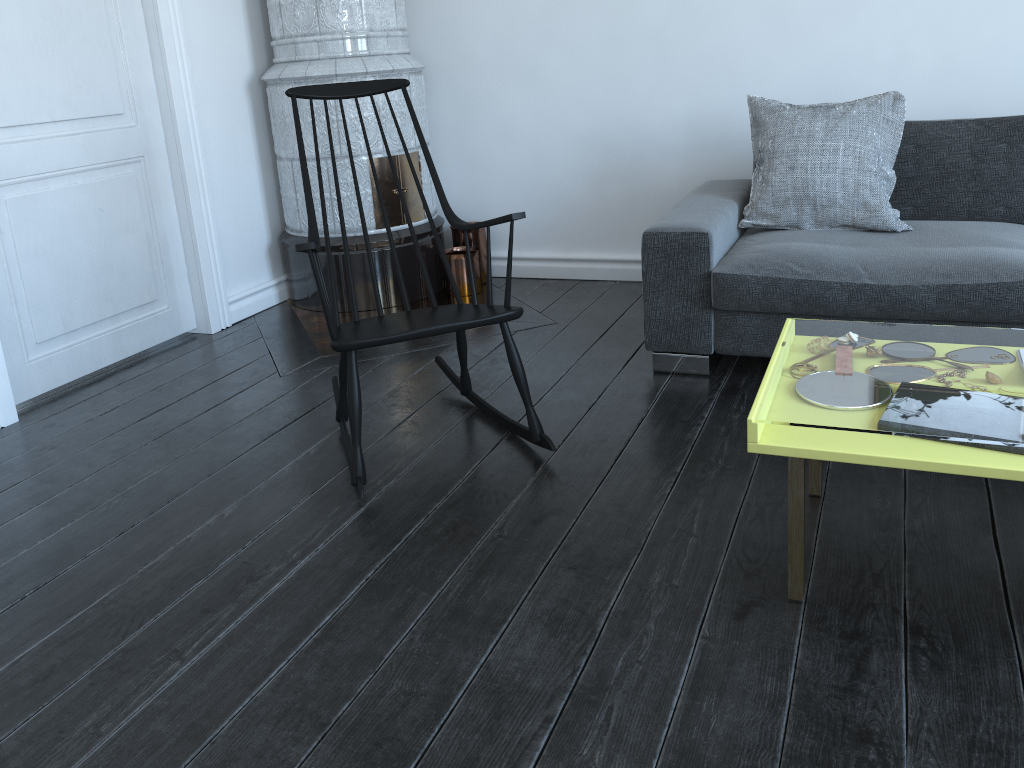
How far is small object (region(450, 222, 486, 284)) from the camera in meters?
4.1

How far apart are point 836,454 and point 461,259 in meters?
2.6

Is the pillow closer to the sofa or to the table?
the sofa

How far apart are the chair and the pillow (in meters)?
1.08

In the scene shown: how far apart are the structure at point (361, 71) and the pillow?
1.3m

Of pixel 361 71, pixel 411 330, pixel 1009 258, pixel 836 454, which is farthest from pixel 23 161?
pixel 1009 258

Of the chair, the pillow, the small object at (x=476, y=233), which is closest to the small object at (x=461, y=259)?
the small object at (x=476, y=233)

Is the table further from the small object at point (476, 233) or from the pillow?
the small object at point (476, 233)

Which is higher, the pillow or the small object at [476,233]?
the pillow

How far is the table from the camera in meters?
1.5 m
